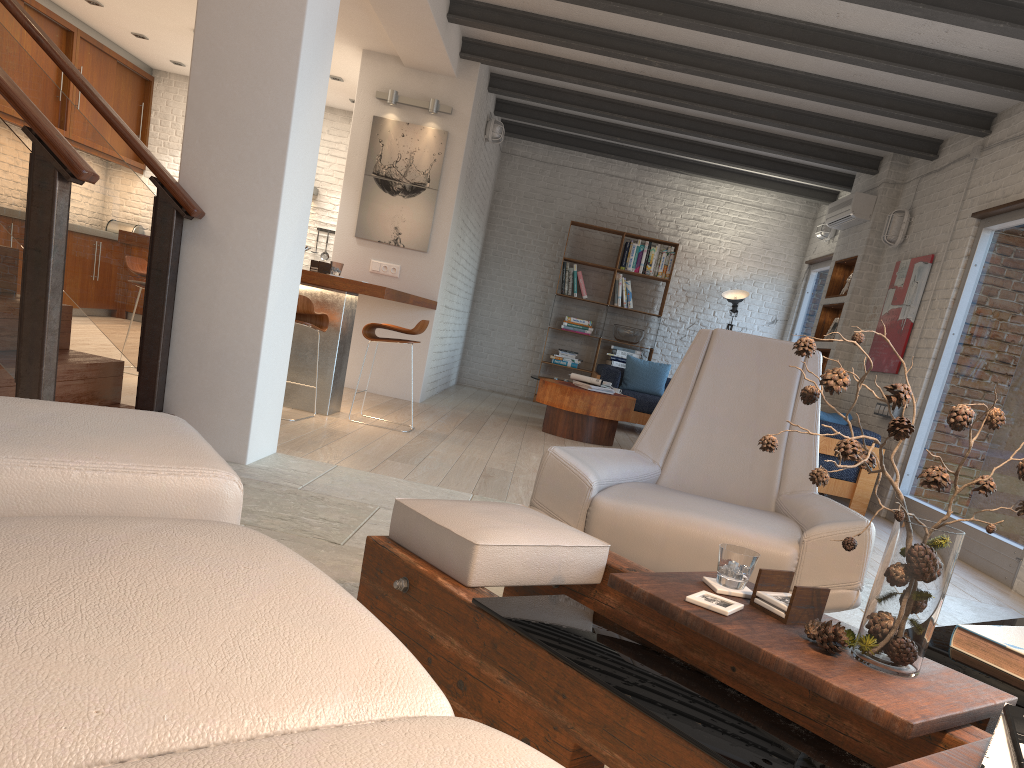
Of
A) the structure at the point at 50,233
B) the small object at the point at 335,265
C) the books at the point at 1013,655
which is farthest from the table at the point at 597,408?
the books at the point at 1013,655

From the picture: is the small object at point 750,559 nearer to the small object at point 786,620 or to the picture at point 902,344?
the small object at point 786,620

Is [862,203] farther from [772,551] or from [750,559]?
[750,559]

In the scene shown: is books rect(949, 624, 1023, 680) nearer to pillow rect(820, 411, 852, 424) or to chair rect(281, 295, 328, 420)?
chair rect(281, 295, 328, 420)

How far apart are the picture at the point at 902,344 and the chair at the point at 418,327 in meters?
4.0 m

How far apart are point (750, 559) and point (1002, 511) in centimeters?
431cm

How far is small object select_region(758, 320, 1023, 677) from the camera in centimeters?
145cm

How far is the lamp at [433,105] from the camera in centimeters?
783cm

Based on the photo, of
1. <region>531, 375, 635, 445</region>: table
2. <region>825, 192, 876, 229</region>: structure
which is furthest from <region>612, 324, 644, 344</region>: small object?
<region>531, 375, 635, 445</region>: table

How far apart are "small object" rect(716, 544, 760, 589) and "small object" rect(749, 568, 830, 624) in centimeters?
5cm
